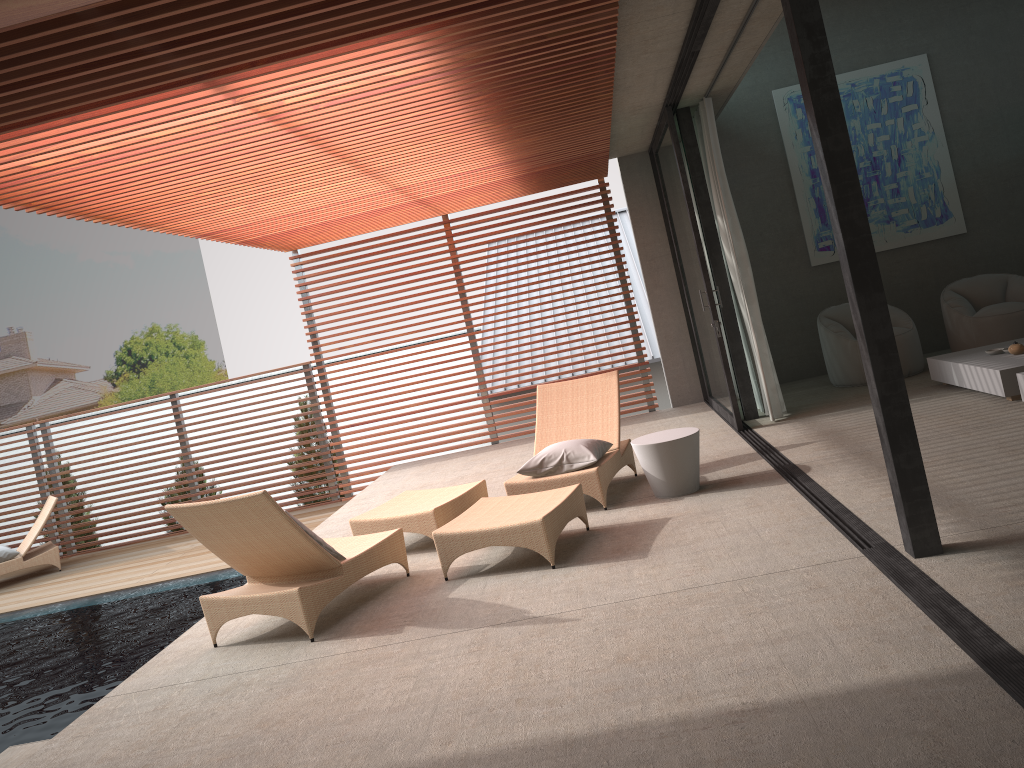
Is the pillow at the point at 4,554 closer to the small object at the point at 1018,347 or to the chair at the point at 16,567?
the chair at the point at 16,567

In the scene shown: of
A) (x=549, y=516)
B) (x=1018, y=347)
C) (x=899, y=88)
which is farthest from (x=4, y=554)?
(x=899, y=88)

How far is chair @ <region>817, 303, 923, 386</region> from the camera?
8.6m

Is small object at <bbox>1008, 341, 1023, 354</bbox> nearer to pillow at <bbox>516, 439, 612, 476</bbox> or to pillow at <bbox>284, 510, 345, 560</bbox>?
pillow at <bbox>516, 439, 612, 476</bbox>

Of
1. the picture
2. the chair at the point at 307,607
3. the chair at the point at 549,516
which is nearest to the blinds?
the chair at the point at 549,516

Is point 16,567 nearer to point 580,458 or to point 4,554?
point 4,554

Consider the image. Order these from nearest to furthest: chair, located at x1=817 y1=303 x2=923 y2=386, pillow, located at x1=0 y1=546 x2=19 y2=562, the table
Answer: the table → chair, located at x1=817 y1=303 x2=923 y2=386 → pillow, located at x1=0 y1=546 x2=19 y2=562

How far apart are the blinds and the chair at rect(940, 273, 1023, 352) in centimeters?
212cm

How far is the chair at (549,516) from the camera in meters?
5.0 m

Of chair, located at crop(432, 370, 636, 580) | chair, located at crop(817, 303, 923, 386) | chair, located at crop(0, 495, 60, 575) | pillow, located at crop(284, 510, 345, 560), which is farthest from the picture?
chair, located at crop(0, 495, 60, 575)
